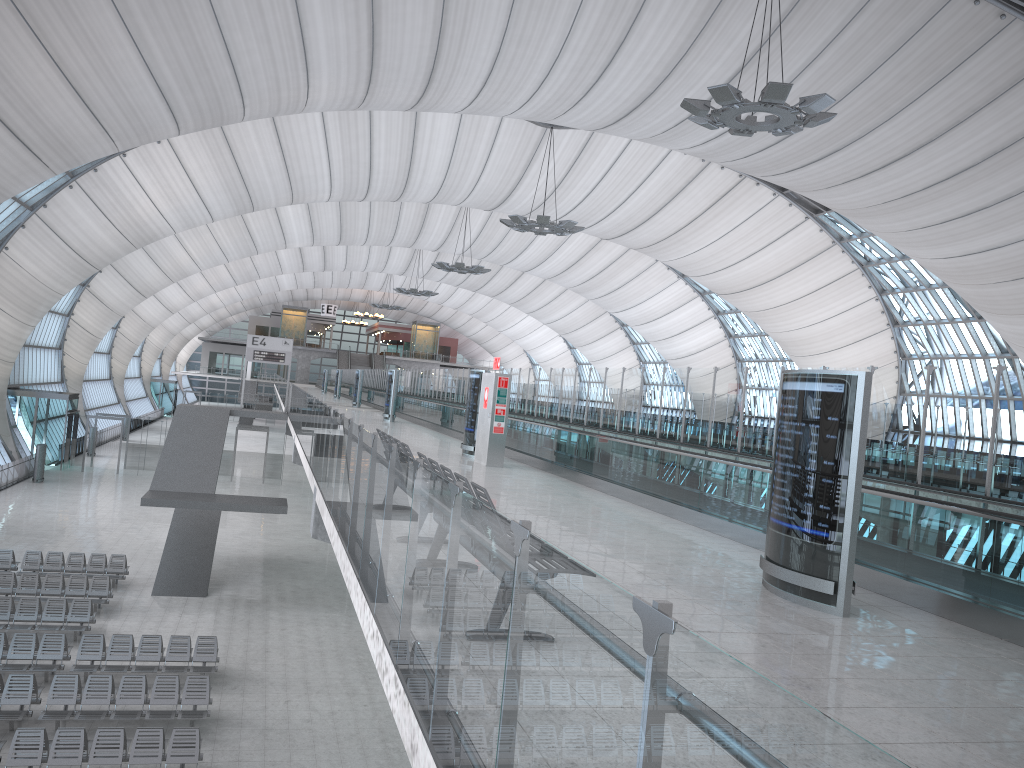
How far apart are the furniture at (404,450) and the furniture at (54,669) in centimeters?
1117cm

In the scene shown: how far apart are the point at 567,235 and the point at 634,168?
5.8 meters

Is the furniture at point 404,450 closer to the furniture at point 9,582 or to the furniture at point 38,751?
the furniture at point 38,751

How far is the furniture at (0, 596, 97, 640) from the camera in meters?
19.4

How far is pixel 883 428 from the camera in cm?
1042

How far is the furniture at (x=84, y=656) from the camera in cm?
1730

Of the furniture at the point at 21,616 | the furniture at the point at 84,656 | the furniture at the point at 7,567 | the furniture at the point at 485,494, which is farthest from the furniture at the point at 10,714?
the furniture at the point at 485,494

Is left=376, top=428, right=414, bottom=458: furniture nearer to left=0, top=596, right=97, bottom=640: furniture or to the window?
left=0, top=596, right=97, bottom=640: furniture

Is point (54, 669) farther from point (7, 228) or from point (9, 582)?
point (7, 228)

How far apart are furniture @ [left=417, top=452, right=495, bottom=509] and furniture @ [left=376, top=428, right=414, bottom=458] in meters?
1.5
